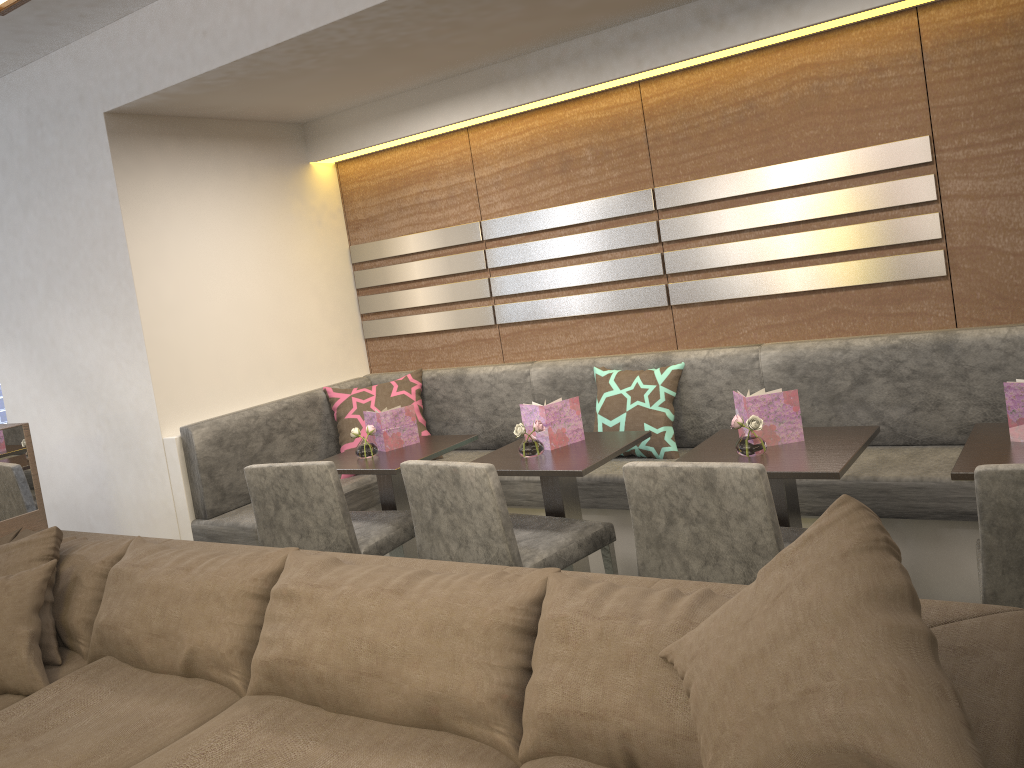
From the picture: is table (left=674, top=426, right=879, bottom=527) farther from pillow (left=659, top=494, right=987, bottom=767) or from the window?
the window

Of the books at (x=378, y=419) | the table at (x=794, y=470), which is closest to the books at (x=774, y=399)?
the table at (x=794, y=470)

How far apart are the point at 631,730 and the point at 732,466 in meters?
0.8 m

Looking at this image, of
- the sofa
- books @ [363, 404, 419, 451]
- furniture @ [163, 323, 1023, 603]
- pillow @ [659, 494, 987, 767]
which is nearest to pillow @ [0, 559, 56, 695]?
the sofa

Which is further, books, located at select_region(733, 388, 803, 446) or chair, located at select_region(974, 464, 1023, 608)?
books, located at select_region(733, 388, 803, 446)

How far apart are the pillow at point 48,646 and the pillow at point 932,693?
1.9m

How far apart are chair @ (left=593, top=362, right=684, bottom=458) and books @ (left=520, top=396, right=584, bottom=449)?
0.5 meters

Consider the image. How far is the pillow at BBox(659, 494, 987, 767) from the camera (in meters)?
1.09

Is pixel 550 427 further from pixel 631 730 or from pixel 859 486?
pixel 631 730

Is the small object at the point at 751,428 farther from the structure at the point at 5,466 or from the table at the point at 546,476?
the structure at the point at 5,466
